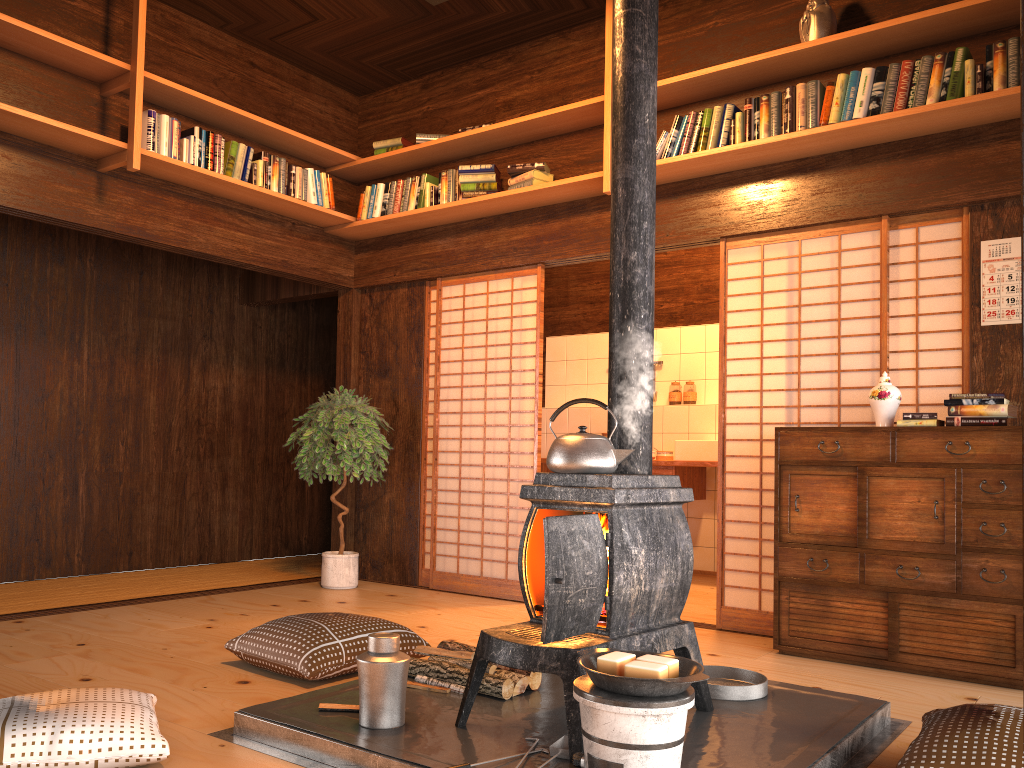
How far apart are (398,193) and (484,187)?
0.7m

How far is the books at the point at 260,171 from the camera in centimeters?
523cm

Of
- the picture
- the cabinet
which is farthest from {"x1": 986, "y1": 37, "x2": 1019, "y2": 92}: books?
the cabinet

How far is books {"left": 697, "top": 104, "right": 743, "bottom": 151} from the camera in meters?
4.4 m

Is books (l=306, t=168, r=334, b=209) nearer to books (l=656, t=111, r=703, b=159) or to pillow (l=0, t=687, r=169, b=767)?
books (l=656, t=111, r=703, b=159)

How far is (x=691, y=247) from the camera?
4.9m

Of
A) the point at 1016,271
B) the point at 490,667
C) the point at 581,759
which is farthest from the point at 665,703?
the point at 1016,271

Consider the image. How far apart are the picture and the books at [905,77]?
0.7 meters

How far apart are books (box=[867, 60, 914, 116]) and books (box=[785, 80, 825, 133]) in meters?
0.2

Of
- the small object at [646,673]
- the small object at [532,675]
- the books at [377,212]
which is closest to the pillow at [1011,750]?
the small object at [646,673]
